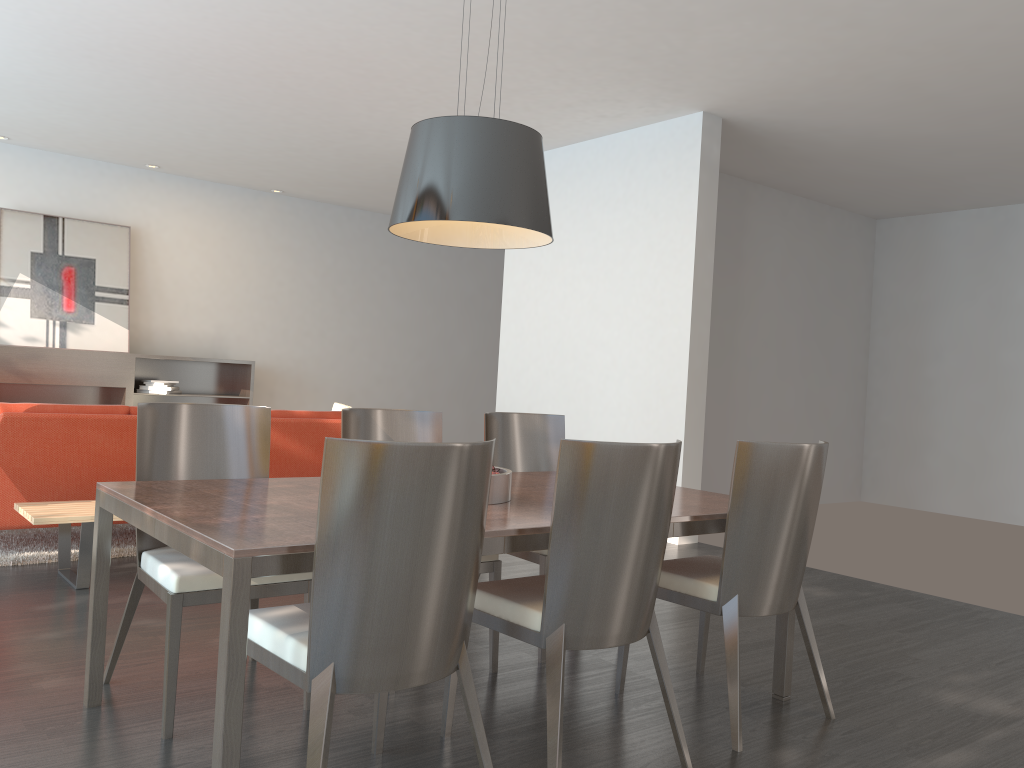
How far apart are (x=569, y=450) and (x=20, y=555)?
3.7 meters

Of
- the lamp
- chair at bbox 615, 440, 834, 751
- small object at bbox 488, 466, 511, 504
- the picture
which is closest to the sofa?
the lamp

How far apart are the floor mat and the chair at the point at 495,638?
2.19m

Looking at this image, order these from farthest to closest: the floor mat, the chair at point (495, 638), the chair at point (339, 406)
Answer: the chair at point (339, 406)
the floor mat
the chair at point (495, 638)

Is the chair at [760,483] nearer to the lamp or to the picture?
the lamp

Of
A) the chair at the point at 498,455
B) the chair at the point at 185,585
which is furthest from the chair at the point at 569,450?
the chair at the point at 498,455

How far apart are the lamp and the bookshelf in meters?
6.5 m

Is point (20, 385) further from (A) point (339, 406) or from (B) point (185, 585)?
(B) point (185, 585)

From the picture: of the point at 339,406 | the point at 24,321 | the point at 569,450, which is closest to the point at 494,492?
the point at 569,450

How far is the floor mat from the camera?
4.71m
